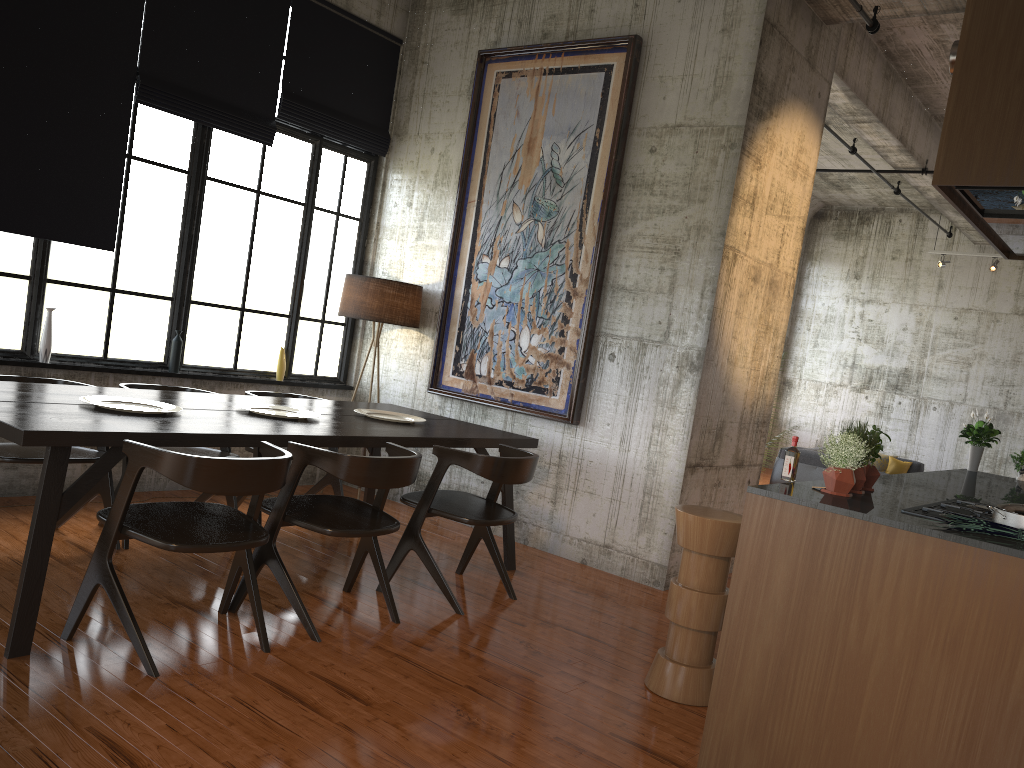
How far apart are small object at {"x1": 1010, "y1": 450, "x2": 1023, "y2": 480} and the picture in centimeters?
334cm

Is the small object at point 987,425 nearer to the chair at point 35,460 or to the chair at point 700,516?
the chair at point 700,516

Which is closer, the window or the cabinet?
the cabinet

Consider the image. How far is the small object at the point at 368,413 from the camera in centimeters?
649cm

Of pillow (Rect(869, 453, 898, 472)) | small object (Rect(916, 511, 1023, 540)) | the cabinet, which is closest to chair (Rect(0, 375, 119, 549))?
the cabinet

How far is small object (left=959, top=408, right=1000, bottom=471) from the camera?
6.8m

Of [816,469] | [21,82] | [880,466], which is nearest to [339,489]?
[21,82]

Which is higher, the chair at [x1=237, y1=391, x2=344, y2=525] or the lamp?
the lamp

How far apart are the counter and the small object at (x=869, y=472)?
0.05m

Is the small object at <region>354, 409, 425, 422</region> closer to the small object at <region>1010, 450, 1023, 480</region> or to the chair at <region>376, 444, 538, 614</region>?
the chair at <region>376, 444, 538, 614</region>
